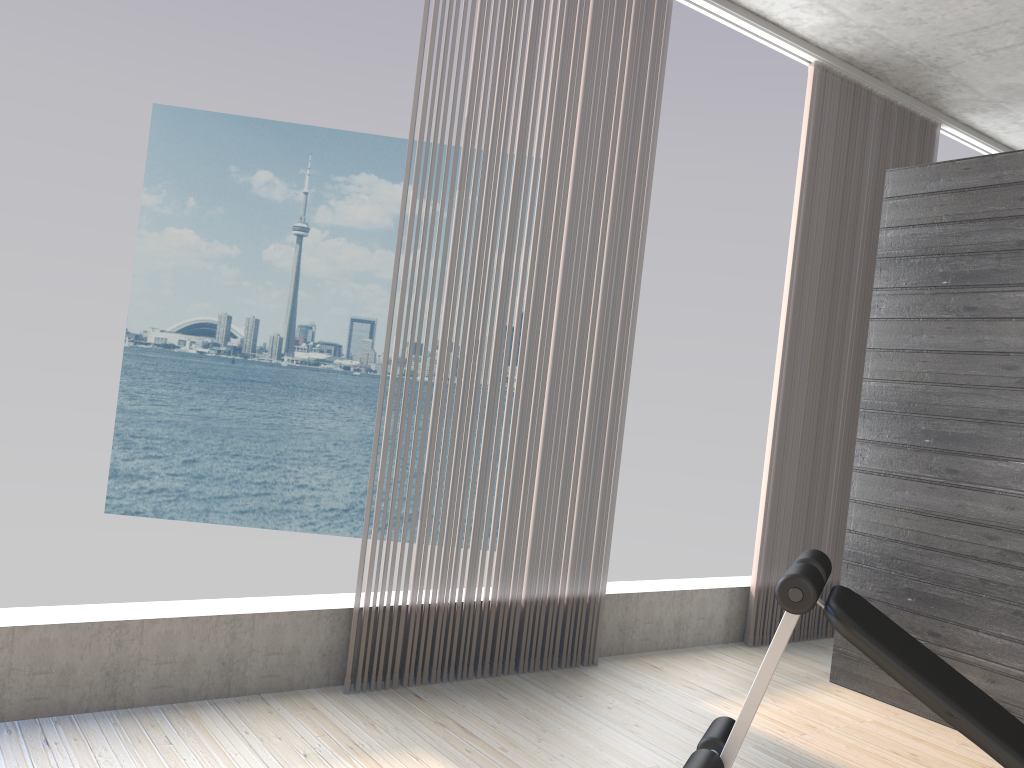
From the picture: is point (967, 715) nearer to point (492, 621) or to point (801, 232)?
point (492, 621)

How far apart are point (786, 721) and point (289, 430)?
30.3m

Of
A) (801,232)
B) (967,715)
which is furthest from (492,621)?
(801,232)

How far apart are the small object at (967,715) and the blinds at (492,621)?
1.2 meters

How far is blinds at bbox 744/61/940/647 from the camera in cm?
412

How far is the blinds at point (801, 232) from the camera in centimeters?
412cm

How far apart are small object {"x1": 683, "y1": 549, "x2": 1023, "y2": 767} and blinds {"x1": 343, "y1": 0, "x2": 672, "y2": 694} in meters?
1.2

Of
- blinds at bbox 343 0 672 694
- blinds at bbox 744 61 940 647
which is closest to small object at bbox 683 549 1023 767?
blinds at bbox 343 0 672 694

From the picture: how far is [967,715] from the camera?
1.7m

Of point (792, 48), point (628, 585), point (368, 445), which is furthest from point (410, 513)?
point (792, 48)
